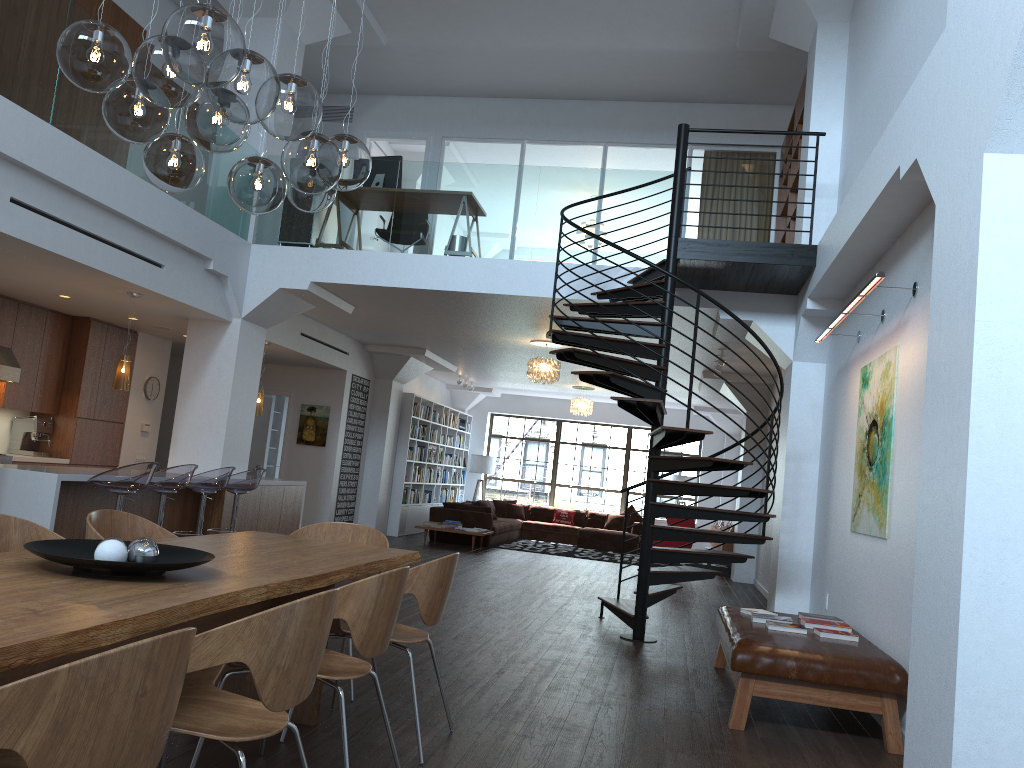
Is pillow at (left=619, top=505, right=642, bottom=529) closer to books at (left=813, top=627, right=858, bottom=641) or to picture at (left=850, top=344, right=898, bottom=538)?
picture at (left=850, top=344, right=898, bottom=538)

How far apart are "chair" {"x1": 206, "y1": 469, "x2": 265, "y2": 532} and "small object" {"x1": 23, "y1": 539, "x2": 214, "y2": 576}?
5.4 meters

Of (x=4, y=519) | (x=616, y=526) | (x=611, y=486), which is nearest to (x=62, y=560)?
(x=4, y=519)

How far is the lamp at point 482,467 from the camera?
19.05m

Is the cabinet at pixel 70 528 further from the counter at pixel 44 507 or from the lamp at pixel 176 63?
the lamp at pixel 176 63

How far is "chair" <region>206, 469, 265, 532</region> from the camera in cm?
851

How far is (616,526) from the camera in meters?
17.6

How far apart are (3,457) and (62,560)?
7.4m

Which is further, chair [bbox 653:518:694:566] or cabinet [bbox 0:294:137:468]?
chair [bbox 653:518:694:566]

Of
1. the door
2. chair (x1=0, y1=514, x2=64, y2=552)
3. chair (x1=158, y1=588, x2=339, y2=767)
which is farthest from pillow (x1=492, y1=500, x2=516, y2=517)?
chair (x1=158, y1=588, x2=339, y2=767)
